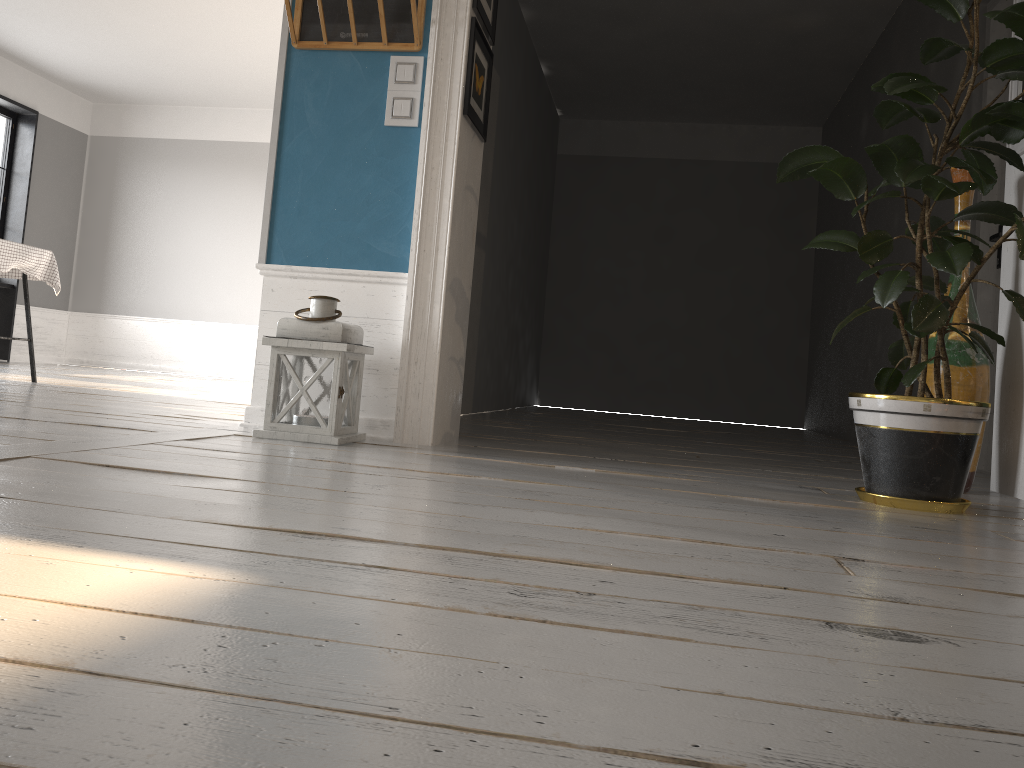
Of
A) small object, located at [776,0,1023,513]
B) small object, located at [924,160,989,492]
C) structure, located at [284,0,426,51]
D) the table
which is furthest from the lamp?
the table

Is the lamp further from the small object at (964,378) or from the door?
the door

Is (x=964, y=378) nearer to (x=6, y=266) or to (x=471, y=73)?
(x=471, y=73)

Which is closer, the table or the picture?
the picture

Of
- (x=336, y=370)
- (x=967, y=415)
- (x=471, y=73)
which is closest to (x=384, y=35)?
(x=471, y=73)

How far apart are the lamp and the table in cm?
287

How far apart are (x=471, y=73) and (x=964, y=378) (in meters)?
1.96

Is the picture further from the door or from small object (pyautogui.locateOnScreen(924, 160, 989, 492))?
the door

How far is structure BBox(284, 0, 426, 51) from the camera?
3.1 meters

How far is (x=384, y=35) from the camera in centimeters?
312cm
